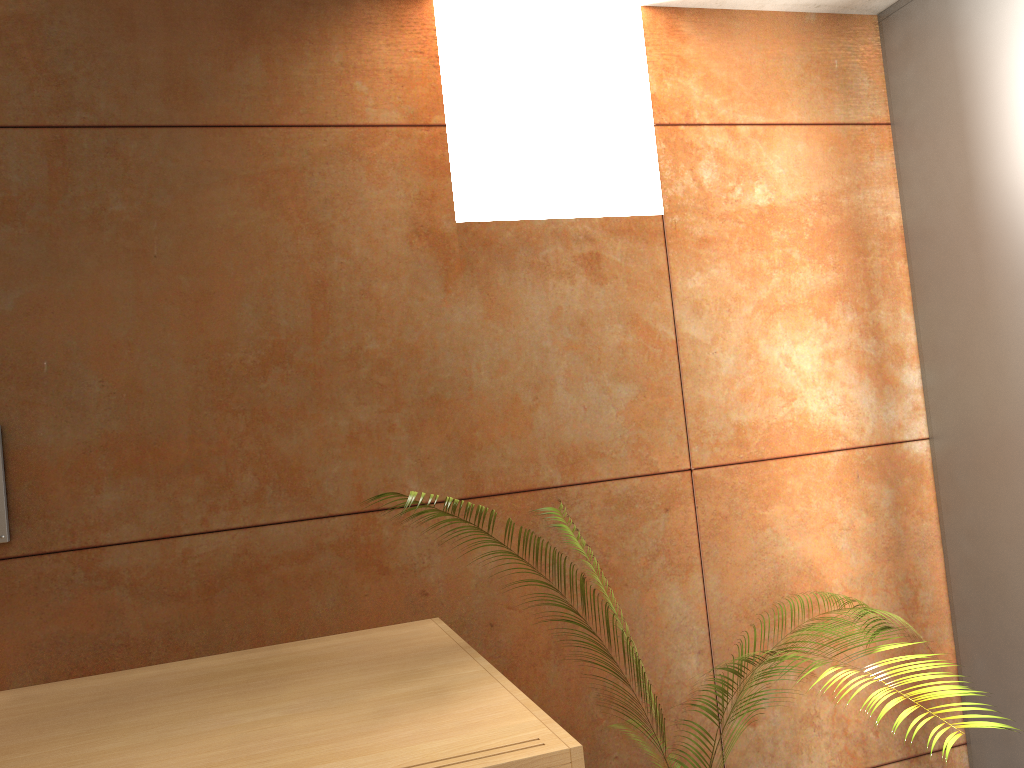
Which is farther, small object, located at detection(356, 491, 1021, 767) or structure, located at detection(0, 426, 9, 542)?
structure, located at detection(0, 426, 9, 542)

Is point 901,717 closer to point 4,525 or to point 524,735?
point 524,735

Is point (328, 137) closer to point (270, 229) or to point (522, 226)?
point (270, 229)

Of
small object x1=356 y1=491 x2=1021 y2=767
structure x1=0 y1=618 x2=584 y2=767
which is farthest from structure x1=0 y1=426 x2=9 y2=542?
small object x1=356 y1=491 x2=1021 y2=767

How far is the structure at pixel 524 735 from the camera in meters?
1.3 m

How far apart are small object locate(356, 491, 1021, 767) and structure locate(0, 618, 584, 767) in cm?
29

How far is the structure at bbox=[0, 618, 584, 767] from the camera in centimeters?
134cm

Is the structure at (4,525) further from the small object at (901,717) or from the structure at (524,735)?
the small object at (901,717)

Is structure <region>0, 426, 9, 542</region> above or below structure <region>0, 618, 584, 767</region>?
above

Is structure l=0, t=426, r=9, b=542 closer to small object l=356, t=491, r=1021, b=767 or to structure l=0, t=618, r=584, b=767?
structure l=0, t=618, r=584, b=767
